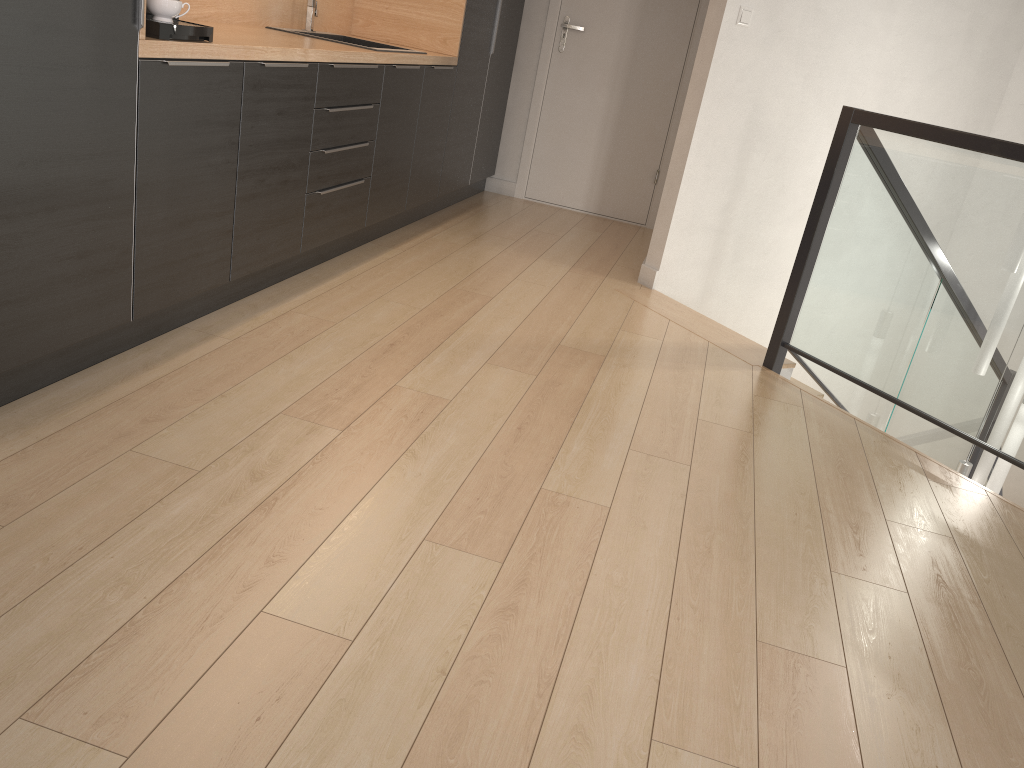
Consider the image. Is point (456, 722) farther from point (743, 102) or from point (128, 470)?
point (743, 102)

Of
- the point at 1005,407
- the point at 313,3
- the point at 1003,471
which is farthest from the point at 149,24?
the point at 1003,471

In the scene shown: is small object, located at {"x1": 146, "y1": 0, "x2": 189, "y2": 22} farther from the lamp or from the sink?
the lamp

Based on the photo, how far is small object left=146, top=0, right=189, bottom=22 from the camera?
2.34m

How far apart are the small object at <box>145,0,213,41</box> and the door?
3.4m

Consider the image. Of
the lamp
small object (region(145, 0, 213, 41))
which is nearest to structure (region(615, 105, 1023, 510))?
the lamp

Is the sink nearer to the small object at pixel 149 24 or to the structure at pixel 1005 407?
the small object at pixel 149 24

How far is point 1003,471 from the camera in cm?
396

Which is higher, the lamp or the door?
the door

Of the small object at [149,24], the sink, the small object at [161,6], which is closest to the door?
the sink
